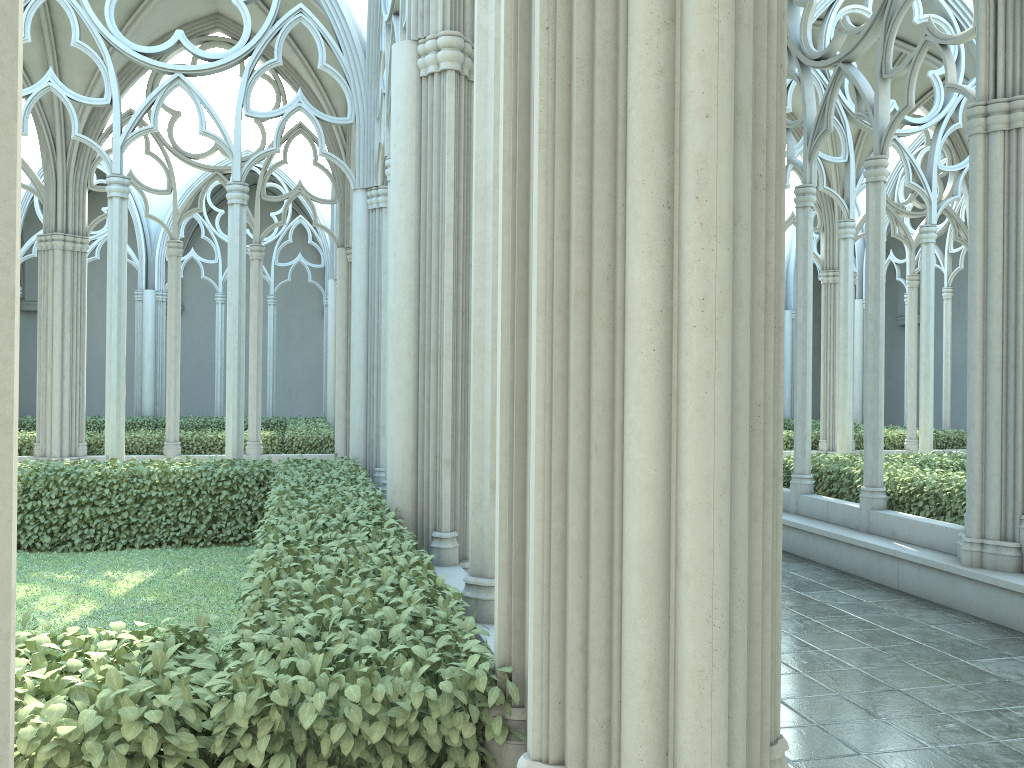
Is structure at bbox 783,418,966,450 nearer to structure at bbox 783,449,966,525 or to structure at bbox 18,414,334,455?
structure at bbox 783,449,966,525

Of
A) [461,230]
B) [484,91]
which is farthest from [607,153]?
[461,230]

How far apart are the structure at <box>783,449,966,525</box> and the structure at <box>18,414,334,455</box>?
7.7 meters

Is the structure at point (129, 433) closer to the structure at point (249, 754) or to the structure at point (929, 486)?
the structure at point (249, 754)

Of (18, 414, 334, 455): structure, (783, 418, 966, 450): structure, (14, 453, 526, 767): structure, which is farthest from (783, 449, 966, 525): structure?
(18, 414, 334, 455): structure

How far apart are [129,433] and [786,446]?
12.08m

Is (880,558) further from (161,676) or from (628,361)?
(161,676)

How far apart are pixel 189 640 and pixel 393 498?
2.9m

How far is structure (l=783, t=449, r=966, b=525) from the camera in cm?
843

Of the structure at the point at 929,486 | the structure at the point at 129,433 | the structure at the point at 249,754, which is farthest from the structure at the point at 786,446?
the structure at the point at 249,754
